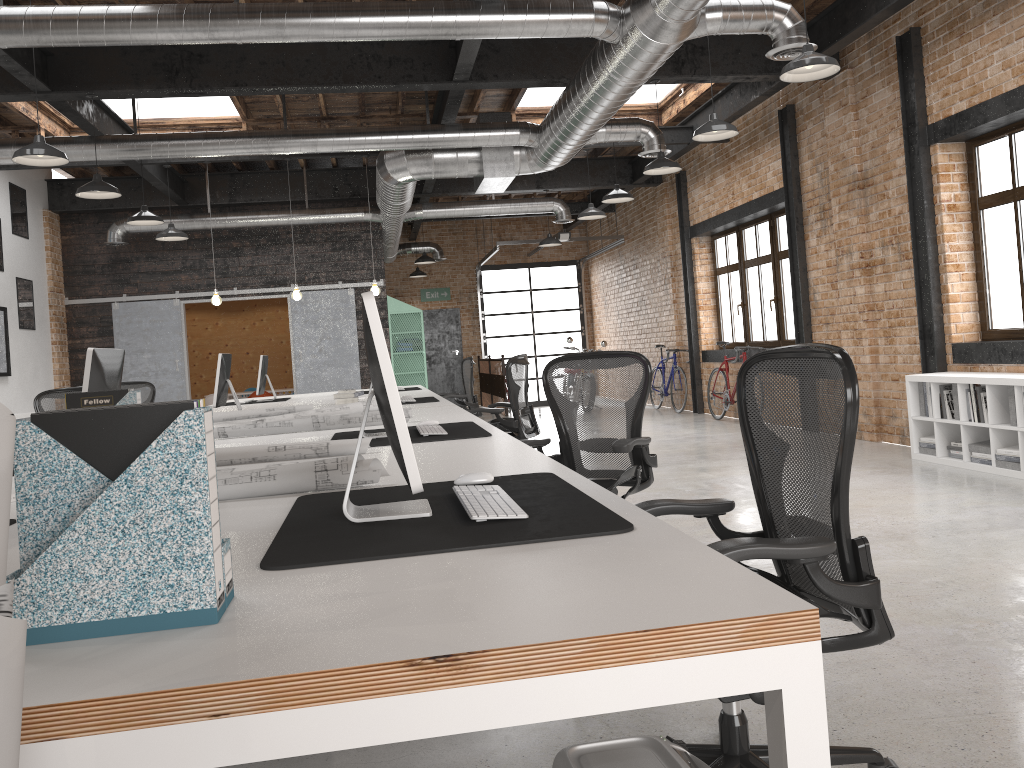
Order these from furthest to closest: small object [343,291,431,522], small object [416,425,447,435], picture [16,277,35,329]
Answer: picture [16,277,35,329] < small object [416,425,447,435] < small object [343,291,431,522]

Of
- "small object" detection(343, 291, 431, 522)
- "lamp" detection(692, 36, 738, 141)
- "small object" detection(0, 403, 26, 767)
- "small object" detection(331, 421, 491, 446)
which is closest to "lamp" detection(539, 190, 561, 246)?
"lamp" detection(692, 36, 738, 141)

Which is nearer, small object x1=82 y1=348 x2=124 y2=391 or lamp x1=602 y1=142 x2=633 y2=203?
small object x1=82 y1=348 x2=124 y2=391

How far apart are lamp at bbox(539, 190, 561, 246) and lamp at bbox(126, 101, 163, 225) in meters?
6.0

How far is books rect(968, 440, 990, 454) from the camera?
6.4m

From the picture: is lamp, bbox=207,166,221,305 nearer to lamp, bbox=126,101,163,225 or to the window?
lamp, bbox=126,101,163,225

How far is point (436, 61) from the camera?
7.9m

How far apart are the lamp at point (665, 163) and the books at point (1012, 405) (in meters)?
3.46

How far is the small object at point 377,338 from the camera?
1.8m

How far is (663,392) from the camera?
13.8m
